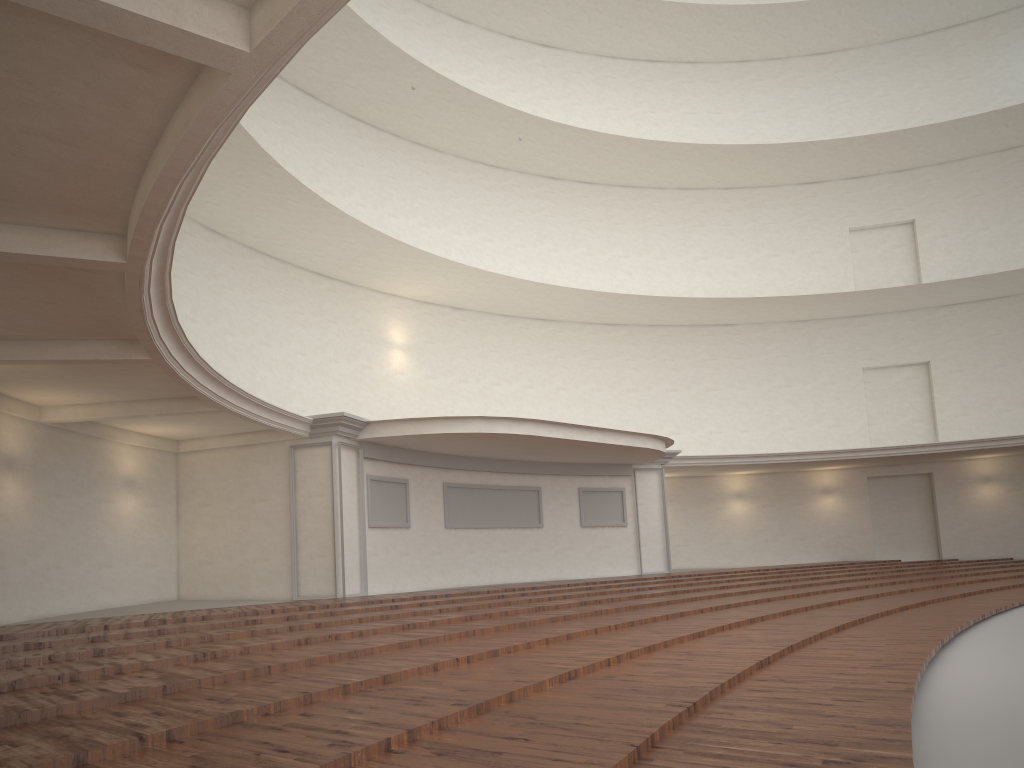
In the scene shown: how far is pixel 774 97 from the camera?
27.64m

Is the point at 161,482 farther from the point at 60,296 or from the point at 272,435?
the point at 60,296

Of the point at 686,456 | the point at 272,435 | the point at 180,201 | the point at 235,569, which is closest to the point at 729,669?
the point at 180,201
